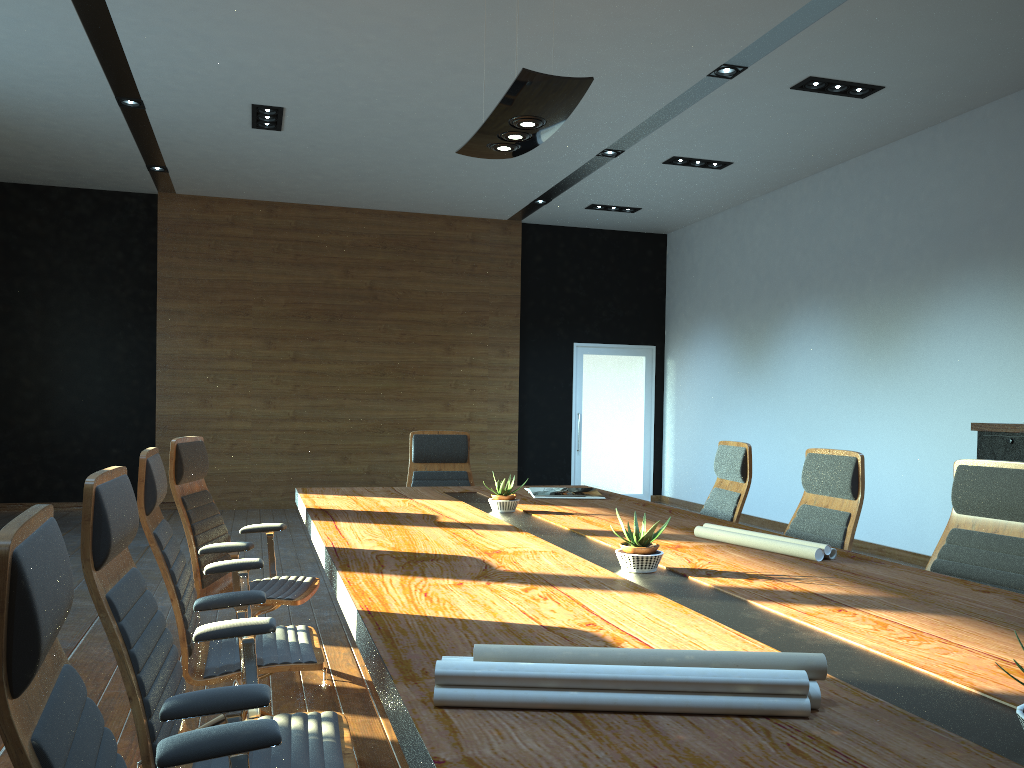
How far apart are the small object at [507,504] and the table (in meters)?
Result: 0.05

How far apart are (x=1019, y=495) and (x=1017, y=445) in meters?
3.0 m

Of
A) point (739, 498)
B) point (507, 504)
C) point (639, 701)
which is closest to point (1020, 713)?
point (639, 701)

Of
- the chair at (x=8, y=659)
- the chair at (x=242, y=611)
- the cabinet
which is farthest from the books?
the chair at (x=8, y=659)

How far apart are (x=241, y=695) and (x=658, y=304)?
10.9m

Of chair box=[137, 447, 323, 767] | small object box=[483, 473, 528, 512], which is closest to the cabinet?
small object box=[483, 473, 528, 512]

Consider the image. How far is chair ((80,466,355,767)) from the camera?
1.8 meters

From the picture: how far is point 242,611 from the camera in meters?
2.8

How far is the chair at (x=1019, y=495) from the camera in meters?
3.1 m

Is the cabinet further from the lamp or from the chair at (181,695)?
the chair at (181,695)
